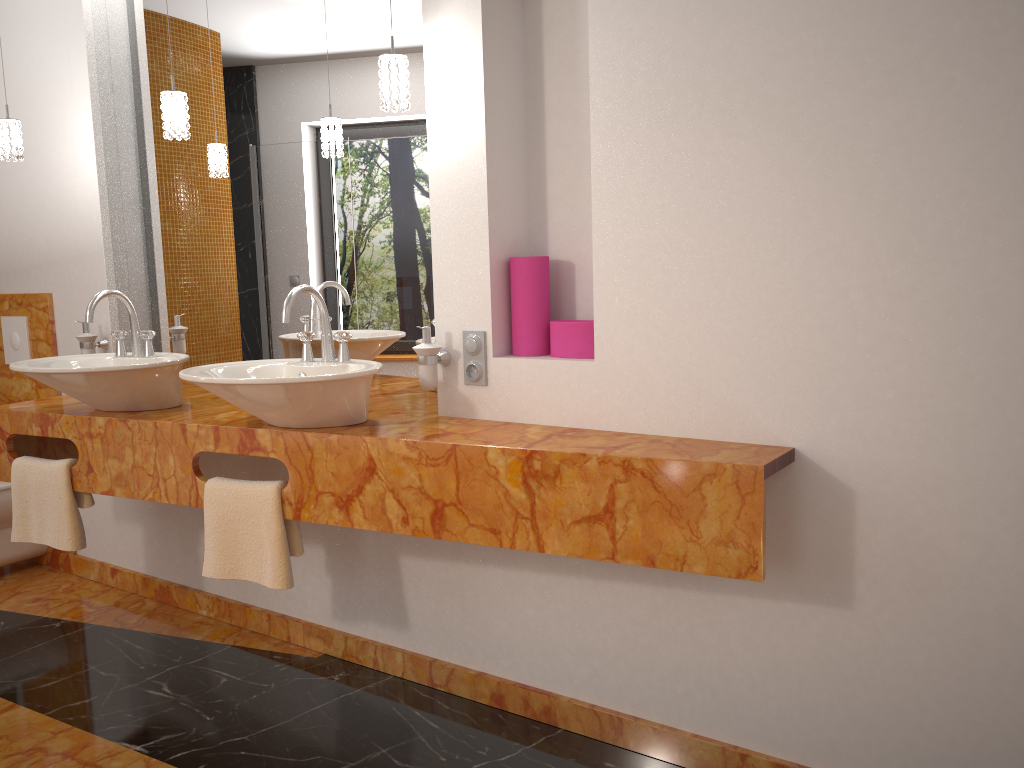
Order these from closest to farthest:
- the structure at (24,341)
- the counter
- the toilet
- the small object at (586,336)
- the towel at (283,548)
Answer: the counter → the small object at (586,336) → the towel at (283,548) → the toilet → the structure at (24,341)

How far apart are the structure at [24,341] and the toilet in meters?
0.5 m

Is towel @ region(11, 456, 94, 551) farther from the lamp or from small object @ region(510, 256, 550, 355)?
small object @ region(510, 256, 550, 355)

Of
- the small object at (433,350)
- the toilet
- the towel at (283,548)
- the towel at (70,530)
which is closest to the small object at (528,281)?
the small object at (433,350)

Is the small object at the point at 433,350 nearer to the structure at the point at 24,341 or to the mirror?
the mirror

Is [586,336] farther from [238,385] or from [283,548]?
[283,548]

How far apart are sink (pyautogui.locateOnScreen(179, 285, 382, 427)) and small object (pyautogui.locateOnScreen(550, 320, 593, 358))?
0.44m

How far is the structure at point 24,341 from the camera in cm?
359

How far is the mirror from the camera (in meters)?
2.58

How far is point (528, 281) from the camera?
2.27m
